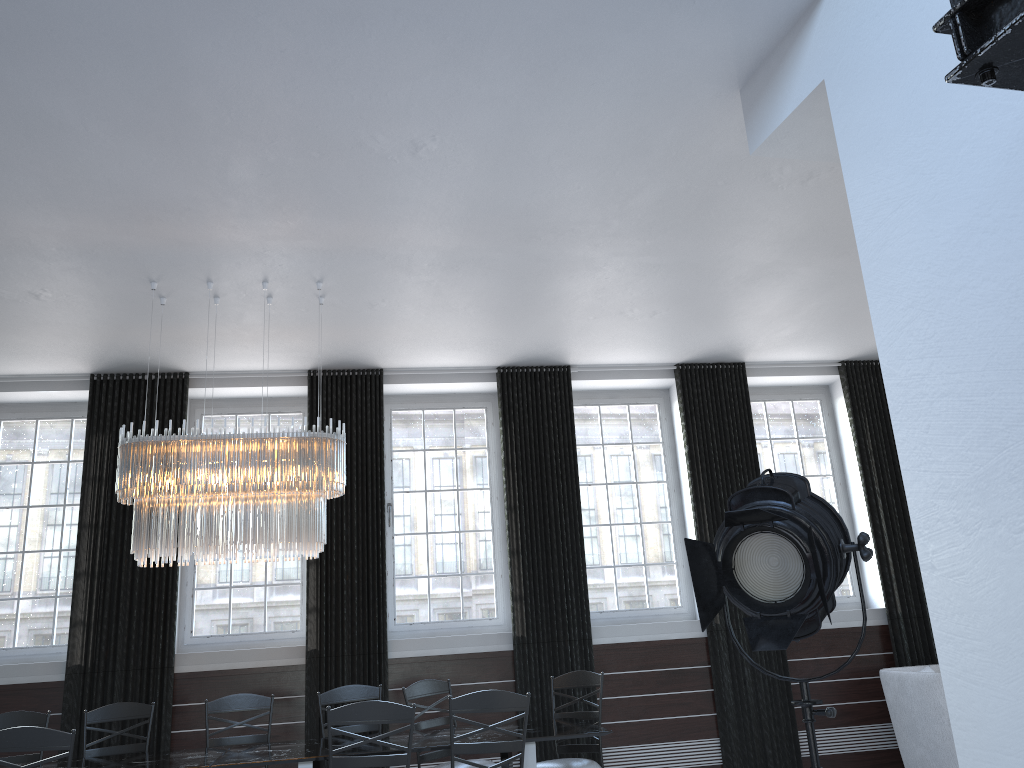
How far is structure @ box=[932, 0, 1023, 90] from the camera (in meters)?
1.13

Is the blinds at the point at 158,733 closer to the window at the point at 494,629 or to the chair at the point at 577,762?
the window at the point at 494,629

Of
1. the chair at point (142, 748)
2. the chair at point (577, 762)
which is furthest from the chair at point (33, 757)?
the chair at point (577, 762)

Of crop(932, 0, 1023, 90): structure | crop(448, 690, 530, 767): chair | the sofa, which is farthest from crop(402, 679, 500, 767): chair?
crop(932, 0, 1023, 90): structure

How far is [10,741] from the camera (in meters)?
3.90

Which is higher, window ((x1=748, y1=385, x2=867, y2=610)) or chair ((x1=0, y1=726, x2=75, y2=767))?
window ((x1=748, y1=385, x2=867, y2=610))

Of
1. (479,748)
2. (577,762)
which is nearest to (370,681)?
(577,762)

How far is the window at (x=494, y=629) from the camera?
7.2 meters

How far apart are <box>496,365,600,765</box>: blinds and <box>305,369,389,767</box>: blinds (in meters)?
0.97

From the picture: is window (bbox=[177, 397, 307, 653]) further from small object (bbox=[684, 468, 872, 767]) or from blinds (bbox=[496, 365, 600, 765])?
small object (bbox=[684, 468, 872, 767])
